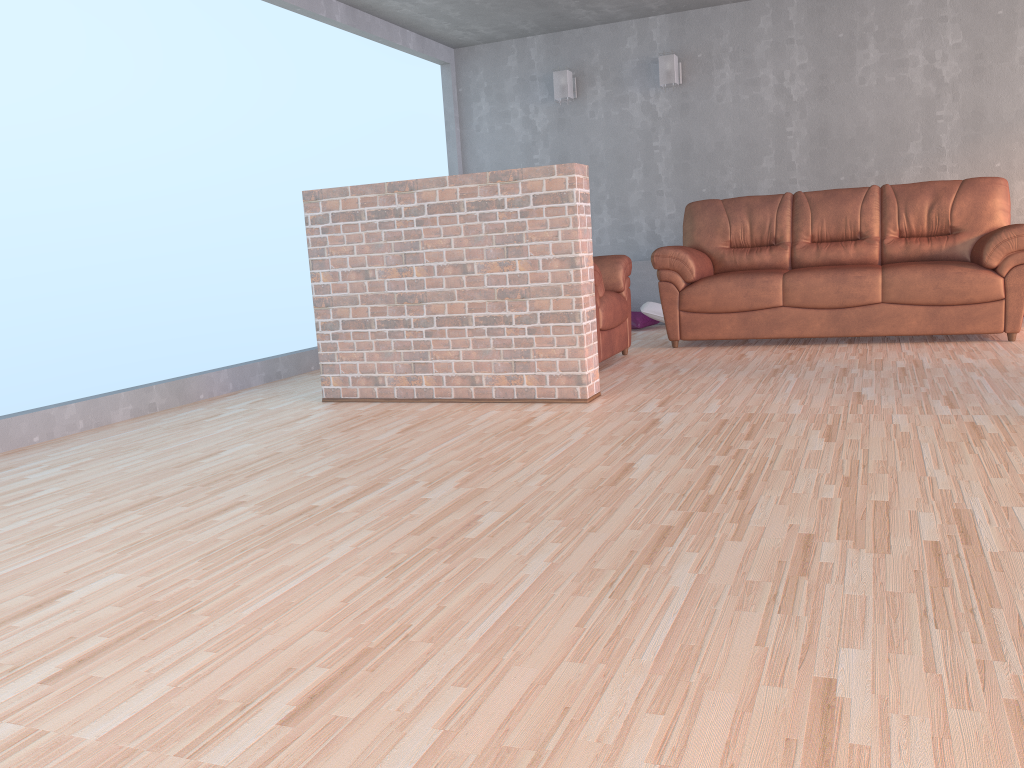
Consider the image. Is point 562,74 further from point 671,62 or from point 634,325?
point 634,325

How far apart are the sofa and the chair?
0.3m

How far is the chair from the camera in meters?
4.9

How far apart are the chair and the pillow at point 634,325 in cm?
147

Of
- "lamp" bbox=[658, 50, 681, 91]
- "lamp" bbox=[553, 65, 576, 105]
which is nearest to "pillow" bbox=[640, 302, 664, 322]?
"lamp" bbox=[658, 50, 681, 91]

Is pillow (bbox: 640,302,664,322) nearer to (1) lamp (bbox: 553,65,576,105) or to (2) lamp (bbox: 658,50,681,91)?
(2) lamp (bbox: 658,50,681,91)

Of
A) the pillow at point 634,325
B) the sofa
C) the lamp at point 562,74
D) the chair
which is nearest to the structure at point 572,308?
the chair

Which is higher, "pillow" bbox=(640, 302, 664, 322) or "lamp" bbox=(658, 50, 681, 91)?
"lamp" bbox=(658, 50, 681, 91)

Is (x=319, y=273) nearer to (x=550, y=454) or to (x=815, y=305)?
(x=550, y=454)

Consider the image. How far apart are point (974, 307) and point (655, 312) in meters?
2.4 m
